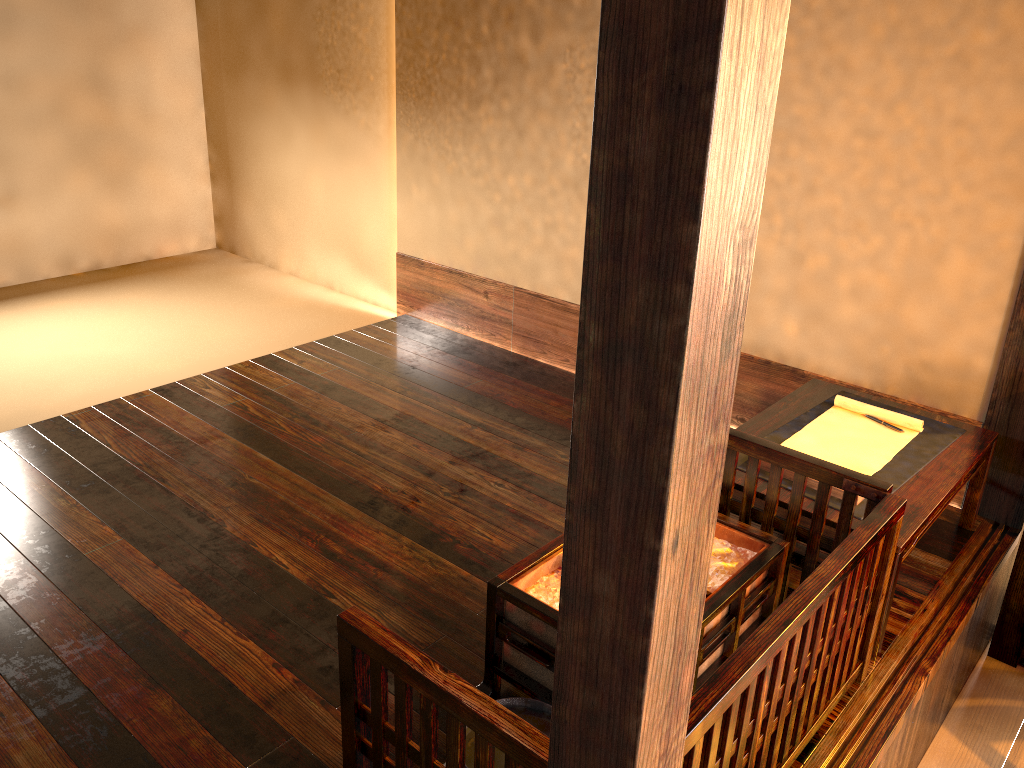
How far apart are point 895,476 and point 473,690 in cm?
155

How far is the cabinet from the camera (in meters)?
2.83

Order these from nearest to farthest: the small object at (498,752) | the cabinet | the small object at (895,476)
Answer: the small object at (498,752), the small object at (895,476), the cabinet

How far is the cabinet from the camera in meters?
2.8

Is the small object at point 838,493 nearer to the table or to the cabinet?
the table

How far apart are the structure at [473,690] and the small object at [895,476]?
0.11m

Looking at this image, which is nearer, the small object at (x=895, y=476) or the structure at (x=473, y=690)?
the structure at (x=473, y=690)

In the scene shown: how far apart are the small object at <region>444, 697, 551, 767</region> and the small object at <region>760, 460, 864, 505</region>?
0.99m

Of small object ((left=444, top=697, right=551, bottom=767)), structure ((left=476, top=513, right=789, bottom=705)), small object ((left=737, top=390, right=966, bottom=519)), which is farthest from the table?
small object ((left=444, top=697, right=551, bottom=767))

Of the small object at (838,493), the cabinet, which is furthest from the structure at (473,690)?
the cabinet
